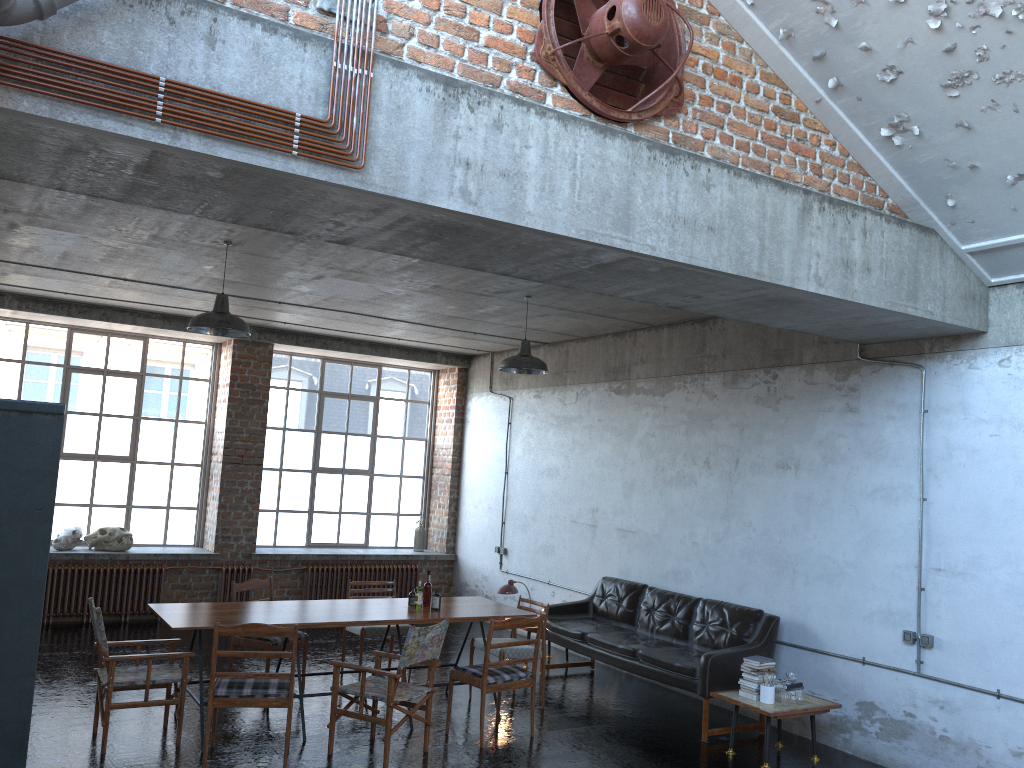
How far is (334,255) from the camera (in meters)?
7.58

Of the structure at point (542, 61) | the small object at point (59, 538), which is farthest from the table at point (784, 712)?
the small object at point (59, 538)

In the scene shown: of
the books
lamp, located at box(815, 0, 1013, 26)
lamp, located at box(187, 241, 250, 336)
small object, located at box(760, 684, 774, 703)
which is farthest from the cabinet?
the books

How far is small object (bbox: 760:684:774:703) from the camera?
7.0 meters

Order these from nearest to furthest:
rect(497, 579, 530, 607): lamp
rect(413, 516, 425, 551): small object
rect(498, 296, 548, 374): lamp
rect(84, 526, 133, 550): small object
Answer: rect(498, 296, 548, 374): lamp < rect(497, 579, 530, 607): lamp < rect(84, 526, 133, 550): small object < rect(413, 516, 425, 551): small object

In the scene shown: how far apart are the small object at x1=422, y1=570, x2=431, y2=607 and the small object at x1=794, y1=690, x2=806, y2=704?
3.20m

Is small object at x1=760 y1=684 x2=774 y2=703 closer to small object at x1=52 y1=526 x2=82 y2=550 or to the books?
the books

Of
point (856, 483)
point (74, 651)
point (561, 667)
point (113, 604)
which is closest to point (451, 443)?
point (561, 667)

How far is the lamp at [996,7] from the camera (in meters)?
4.72

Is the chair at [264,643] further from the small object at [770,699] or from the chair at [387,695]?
the small object at [770,699]
